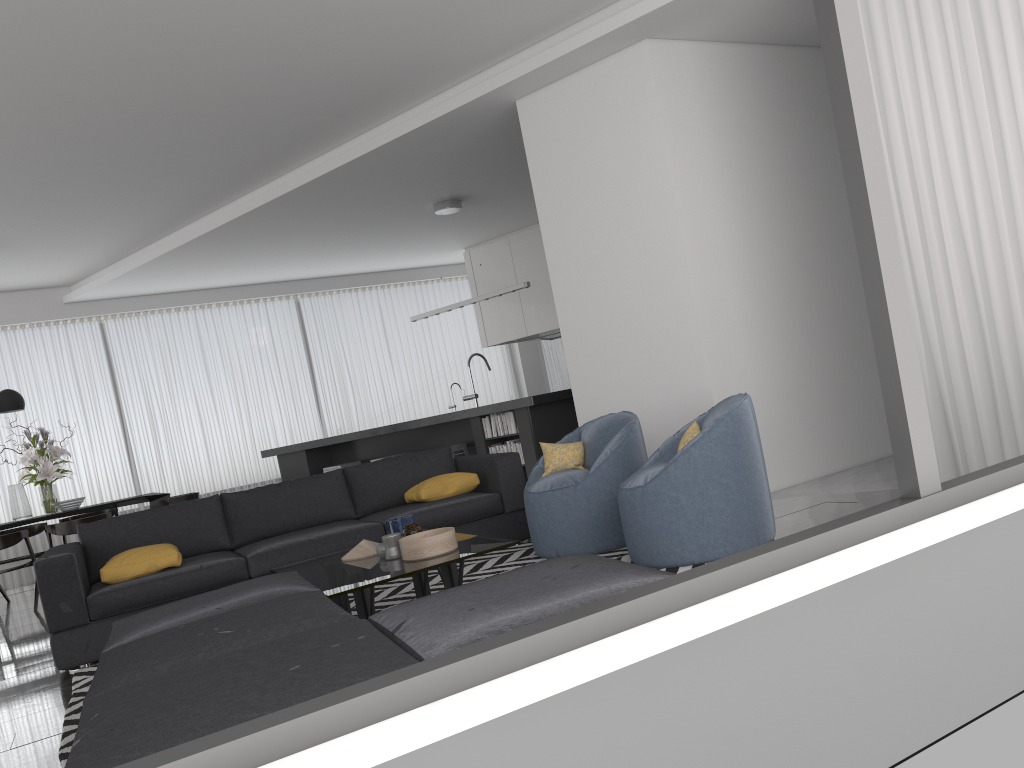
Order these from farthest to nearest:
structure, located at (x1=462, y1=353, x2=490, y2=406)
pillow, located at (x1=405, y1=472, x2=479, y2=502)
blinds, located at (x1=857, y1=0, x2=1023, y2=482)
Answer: structure, located at (x1=462, y1=353, x2=490, y2=406) → pillow, located at (x1=405, y1=472, x2=479, y2=502) → blinds, located at (x1=857, y1=0, x2=1023, y2=482)

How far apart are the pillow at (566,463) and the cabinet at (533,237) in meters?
5.6

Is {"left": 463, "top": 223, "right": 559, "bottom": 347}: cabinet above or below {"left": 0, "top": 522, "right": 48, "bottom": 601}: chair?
above

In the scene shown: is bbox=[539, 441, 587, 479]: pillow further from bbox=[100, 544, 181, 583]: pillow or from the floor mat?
bbox=[100, 544, 181, 583]: pillow

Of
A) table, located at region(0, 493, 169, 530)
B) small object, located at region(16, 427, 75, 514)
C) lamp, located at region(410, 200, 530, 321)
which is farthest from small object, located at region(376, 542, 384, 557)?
small object, located at region(16, 427, 75, 514)

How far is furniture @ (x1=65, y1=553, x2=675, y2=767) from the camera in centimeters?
191cm

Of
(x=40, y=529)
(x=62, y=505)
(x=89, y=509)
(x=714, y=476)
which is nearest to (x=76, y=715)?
(x=714, y=476)

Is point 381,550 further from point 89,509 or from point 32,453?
point 32,453

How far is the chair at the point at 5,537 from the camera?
7.5 meters

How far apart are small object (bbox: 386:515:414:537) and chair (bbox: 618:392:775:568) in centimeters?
104cm
